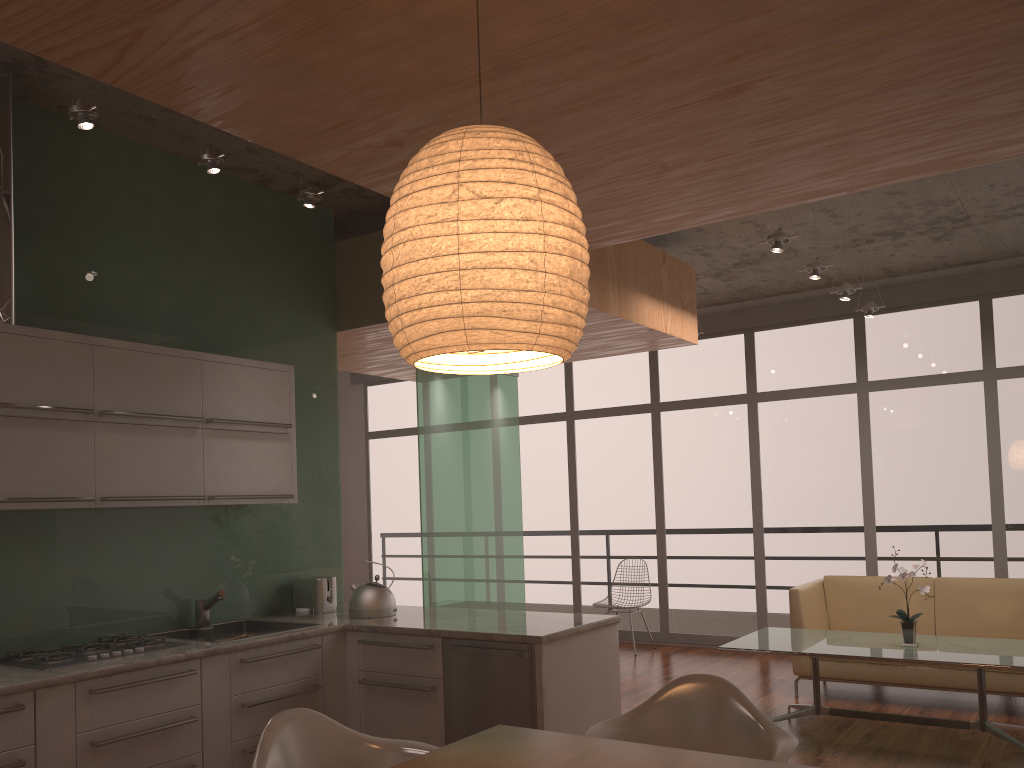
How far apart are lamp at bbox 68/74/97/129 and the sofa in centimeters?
537cm

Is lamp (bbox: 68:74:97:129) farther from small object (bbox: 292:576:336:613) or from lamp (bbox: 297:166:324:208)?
small object (bbox: 292:576:336:613)

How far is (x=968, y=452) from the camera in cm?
753

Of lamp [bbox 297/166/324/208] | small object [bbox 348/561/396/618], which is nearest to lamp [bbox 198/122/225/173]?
lamp [bbox 297/166/324/208]

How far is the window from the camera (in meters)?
7.53

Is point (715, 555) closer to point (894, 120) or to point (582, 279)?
point (894, 120)

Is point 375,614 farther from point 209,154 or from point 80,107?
point 80,107

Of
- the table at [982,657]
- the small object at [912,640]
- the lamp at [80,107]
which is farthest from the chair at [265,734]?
the small object at [912,640]

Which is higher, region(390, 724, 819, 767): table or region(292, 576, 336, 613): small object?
region(292, 576, 336, 613): small object

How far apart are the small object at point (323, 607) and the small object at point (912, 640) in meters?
3.2
